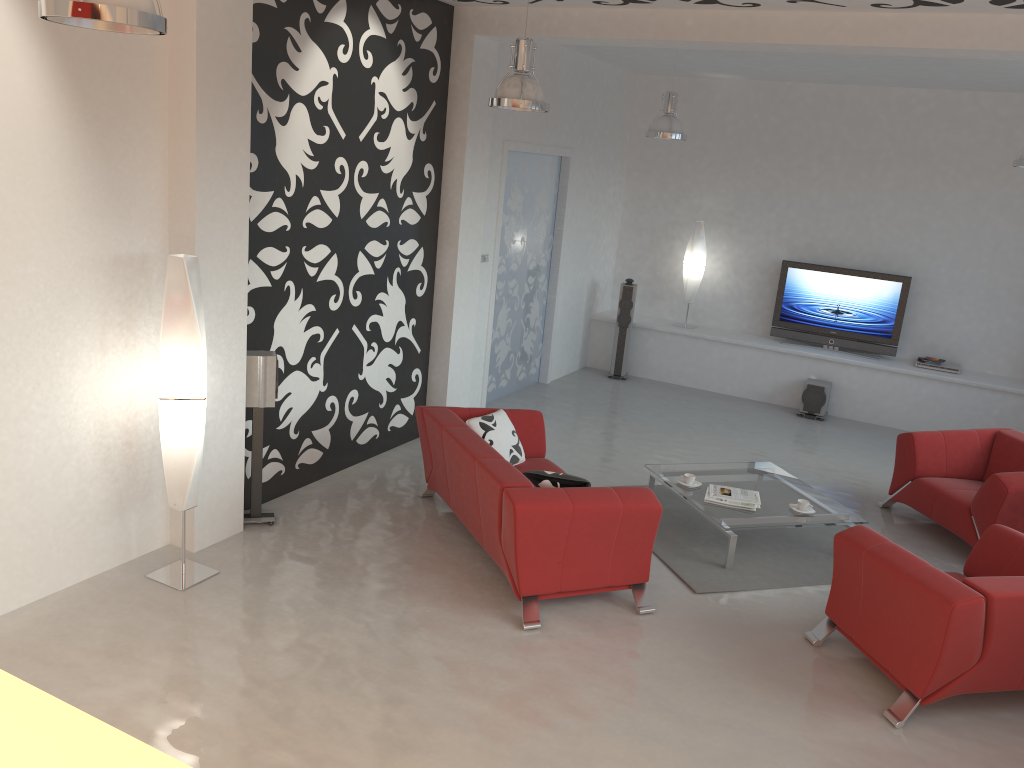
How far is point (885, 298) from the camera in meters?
9.6 m

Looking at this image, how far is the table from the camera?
5.7m

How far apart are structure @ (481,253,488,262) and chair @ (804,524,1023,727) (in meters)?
4.35

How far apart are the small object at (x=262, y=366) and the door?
3.2 meters

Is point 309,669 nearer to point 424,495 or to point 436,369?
point 424,495

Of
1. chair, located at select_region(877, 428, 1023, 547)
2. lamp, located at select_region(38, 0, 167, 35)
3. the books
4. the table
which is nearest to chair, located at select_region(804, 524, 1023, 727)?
the table

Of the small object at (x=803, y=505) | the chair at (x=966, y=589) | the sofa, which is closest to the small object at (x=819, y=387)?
the small object at (x=803, y=505)

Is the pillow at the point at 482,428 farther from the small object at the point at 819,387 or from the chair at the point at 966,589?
the small object at the point at 819,387

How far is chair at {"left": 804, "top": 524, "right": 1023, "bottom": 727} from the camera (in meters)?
3.99

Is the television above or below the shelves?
above
